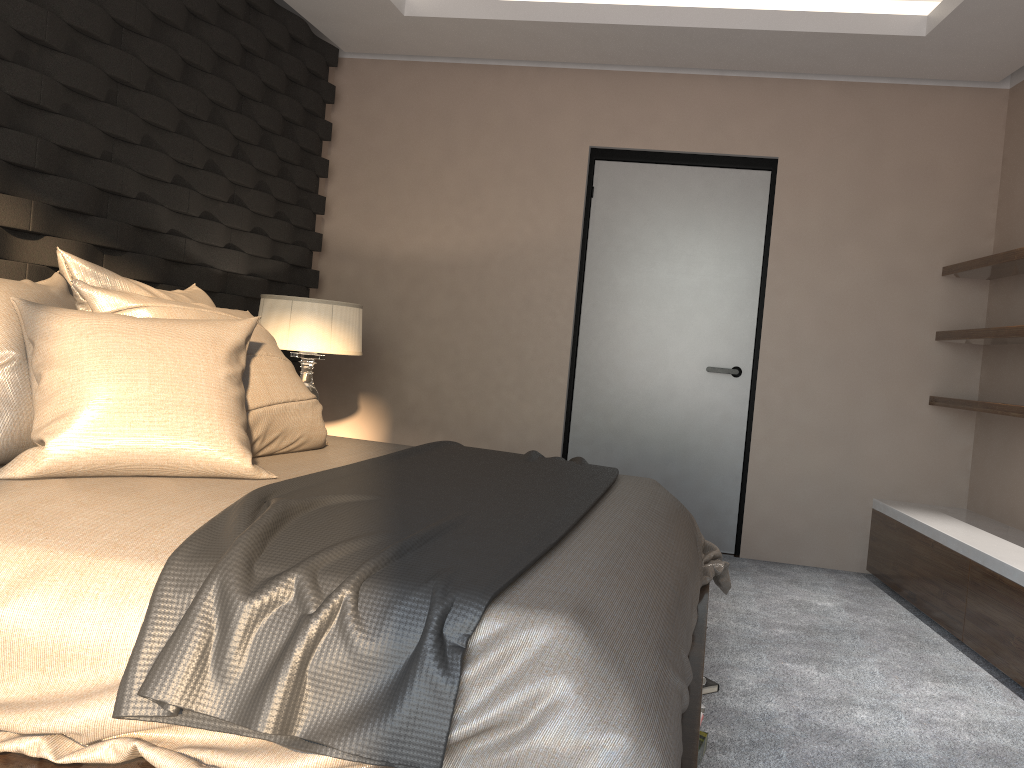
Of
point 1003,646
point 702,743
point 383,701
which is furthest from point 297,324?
point 1003,646

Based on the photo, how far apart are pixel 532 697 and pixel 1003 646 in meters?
2.3

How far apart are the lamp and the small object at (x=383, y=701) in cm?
111

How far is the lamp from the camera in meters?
3.8 m

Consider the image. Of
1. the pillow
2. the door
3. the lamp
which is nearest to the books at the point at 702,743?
the pillow

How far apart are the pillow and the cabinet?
2.3 meters

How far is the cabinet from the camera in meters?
2.9

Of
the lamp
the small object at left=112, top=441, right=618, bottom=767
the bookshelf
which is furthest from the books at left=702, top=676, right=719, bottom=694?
the lamp

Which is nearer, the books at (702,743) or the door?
the books at (702,743)

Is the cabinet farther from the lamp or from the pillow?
the lamp
